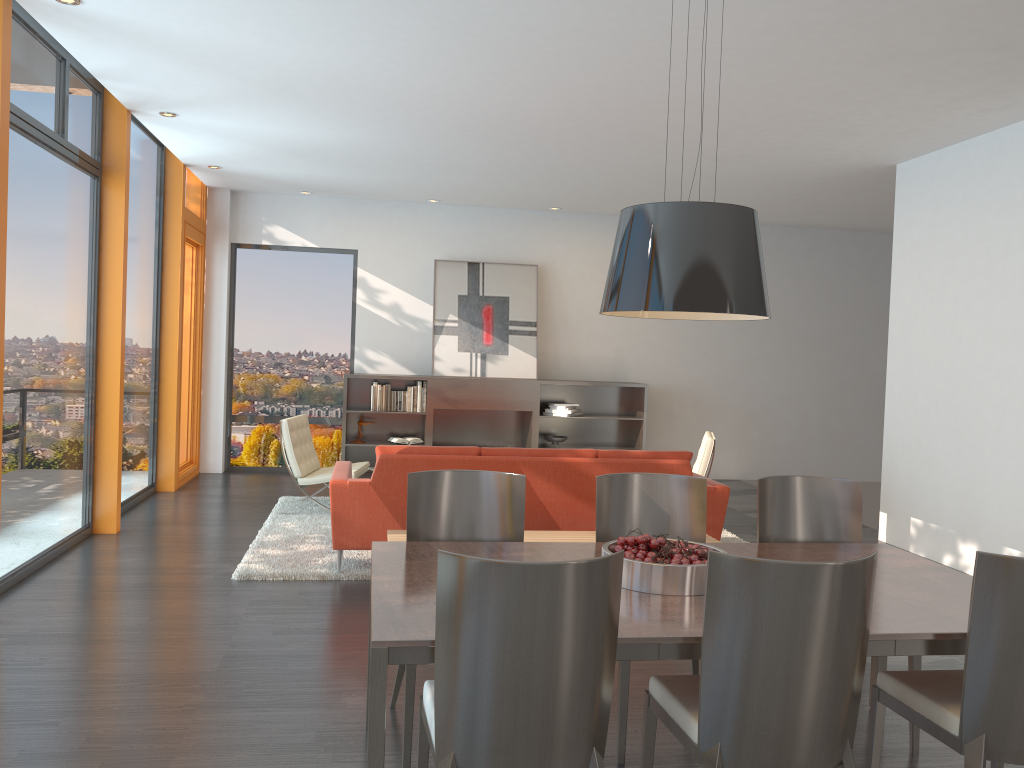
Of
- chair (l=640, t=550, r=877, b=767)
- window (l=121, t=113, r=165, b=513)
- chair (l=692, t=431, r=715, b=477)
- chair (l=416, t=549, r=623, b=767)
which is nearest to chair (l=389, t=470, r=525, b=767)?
chair (l=416, t=549, r=623, b=767)

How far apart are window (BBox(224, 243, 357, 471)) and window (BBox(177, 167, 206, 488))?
0.44m

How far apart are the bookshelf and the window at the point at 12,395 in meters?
3.3

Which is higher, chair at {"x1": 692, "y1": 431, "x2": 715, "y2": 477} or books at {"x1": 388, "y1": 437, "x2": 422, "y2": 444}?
chair at {"x1": 692, "y1": 431, "x2": 715, "y2": 477}

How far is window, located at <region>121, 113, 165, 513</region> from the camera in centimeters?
755cm

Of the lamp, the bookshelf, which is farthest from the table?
the bookshelf

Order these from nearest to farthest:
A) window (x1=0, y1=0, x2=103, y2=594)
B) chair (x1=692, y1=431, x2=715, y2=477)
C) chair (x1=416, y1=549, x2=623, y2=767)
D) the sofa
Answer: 1. chair (x1=416, y1=549, x2=623, y2=767)
2. window (x1=0, y1=0, x2=103, y2=594)
3. the sofa
4. chair (x1=692, y1=431, x2=715, y2=477)

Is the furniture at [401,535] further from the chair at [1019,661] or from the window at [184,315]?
the window at [184,315]

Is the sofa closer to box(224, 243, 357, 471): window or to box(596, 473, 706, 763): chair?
box(596, 473, 706, 763): chair

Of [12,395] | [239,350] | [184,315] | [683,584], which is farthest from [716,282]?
[239,350]
